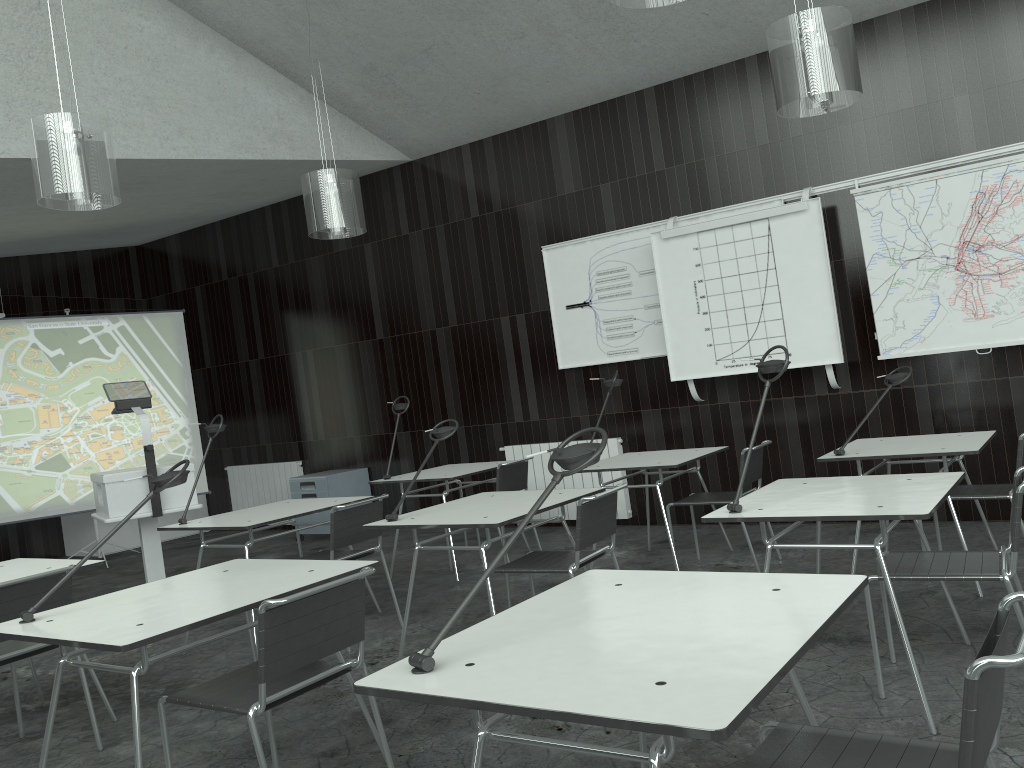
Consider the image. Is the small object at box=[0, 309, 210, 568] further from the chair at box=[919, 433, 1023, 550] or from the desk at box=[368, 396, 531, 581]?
the chair at box=[919, 433, 1023, 550]

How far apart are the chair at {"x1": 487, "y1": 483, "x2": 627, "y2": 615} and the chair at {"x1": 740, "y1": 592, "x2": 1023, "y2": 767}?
1.7m

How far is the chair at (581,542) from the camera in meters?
3.5 m

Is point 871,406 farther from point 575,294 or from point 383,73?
point 383,73

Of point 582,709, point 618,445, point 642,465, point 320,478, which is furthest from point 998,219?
point 320,478

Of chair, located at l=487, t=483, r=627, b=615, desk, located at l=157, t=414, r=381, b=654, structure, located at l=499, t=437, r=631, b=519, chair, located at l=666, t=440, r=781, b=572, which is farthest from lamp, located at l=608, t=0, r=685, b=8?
structure, located at l=499, t=437, r=631, b=519

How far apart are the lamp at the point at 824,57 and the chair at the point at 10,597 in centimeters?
350cm

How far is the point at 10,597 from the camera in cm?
307

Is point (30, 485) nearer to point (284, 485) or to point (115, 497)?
point (284, 485)

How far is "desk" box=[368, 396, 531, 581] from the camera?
5.7 meters
